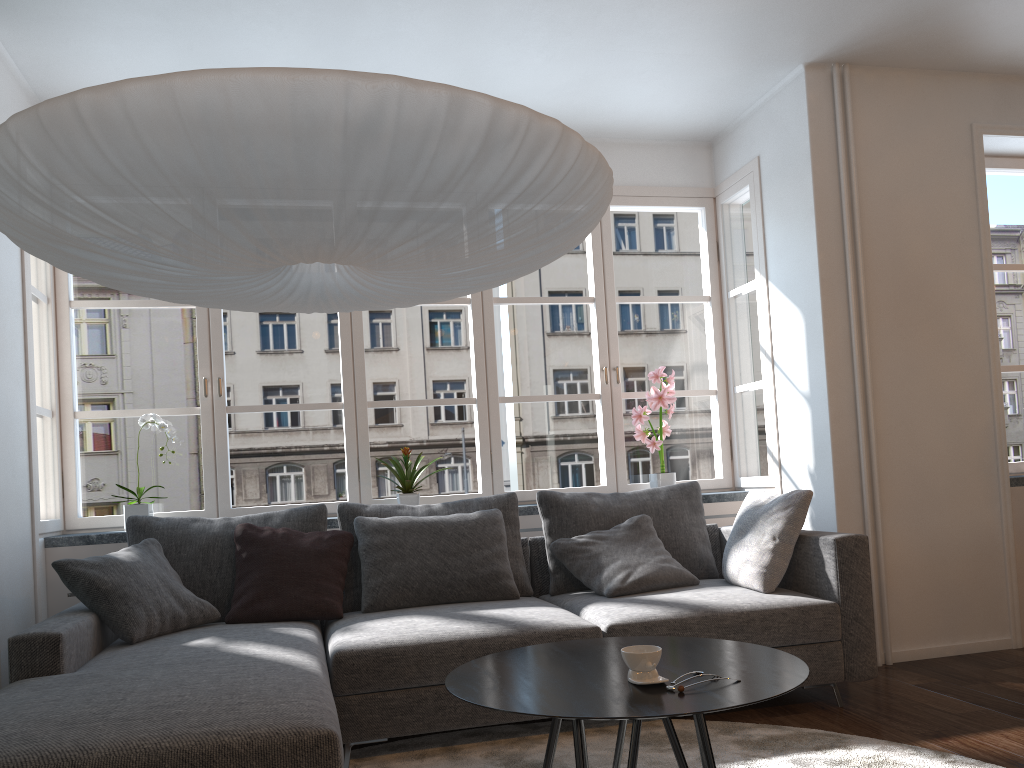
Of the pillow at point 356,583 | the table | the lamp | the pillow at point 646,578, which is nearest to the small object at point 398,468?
the pillow at point 356,583

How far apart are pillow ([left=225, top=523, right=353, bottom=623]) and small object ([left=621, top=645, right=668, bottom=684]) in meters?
1.8

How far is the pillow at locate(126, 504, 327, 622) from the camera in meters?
3.5

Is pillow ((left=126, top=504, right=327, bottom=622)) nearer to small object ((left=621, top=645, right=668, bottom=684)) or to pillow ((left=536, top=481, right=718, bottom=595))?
pillow ((left=536, top=481, right=718, bottom=595))

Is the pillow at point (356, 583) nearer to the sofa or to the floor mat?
the sofa

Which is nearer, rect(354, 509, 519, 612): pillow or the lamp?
the lamp

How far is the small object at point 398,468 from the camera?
4.3 meters

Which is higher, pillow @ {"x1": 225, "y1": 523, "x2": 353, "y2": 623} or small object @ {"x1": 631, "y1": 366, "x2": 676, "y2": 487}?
small object @ {"x1": 631, "y1": 366, "x2": 676, "y2": 487}

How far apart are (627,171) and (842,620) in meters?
2.7 m

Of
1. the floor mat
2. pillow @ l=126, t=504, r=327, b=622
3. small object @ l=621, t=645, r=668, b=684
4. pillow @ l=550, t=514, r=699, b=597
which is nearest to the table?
small object @ l=621, t=645, r=668, b=684
